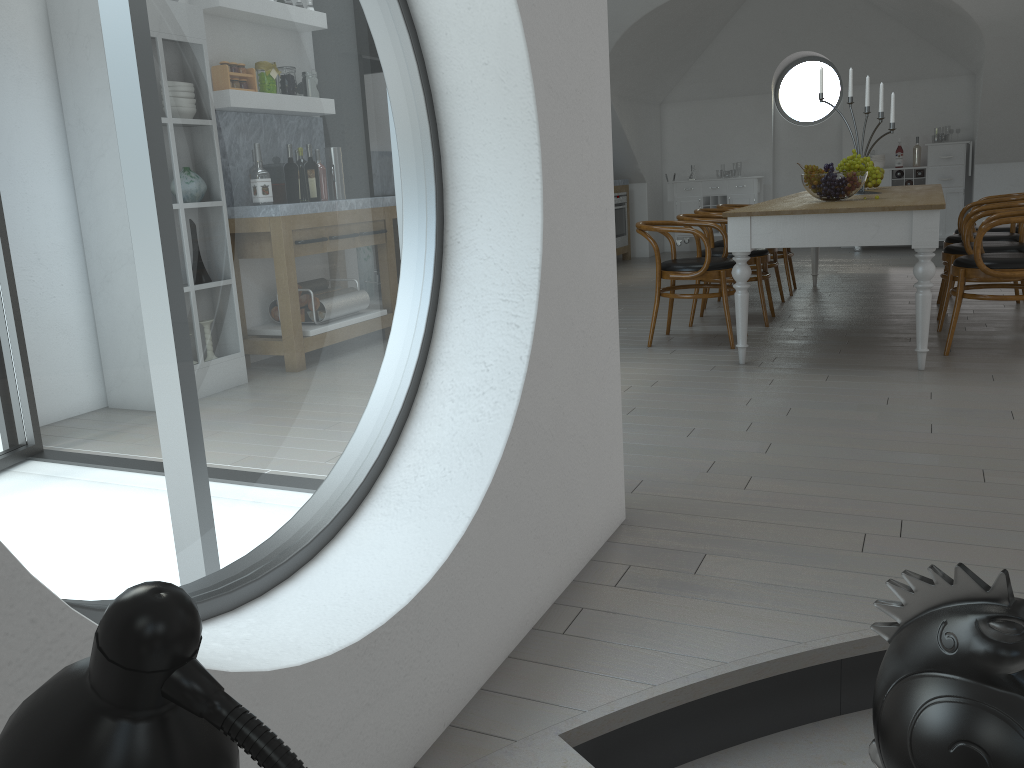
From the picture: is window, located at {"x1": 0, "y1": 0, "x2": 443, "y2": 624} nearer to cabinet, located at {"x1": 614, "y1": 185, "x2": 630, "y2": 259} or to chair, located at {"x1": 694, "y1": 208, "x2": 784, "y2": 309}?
cabinet, located at {"x1": 614, "y1": 185, "x2": 630, "y2": 259}

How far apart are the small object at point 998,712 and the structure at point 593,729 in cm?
26

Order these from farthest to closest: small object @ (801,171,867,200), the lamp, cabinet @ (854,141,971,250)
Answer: cabinet @ (854,141,971,250) → small object @ (801,171,867,200) → the lamp

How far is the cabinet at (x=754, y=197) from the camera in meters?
10.3 m

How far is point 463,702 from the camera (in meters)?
1.77

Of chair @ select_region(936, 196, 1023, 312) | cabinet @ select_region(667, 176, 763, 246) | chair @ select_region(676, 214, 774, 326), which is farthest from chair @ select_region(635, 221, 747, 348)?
cabinet @ select_region(667, 176, 763, 246)

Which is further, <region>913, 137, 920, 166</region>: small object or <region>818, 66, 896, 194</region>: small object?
<region>913, 137, 920, 166</region>: small object

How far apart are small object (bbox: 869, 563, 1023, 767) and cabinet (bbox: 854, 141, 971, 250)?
9.4m

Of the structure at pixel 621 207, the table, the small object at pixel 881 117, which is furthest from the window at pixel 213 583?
the small object at pixel 881 117

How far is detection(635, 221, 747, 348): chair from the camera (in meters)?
5.02
